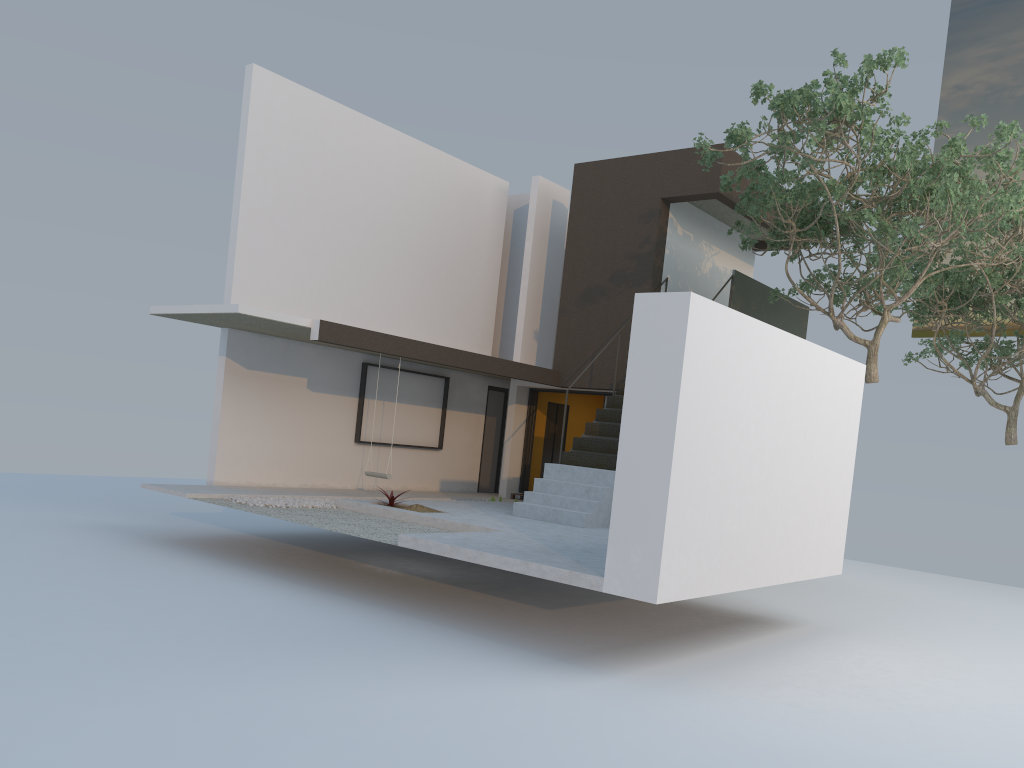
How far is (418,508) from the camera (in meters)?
11.03

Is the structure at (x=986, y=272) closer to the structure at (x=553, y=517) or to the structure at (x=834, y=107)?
the structure at (x=834, y=107)

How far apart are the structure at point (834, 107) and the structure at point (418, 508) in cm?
548

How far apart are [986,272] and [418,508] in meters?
11.0 m

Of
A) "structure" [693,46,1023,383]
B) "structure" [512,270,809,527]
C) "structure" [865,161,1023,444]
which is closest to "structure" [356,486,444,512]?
"structure" [512,270,809,527]

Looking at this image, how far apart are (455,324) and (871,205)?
7.4 meters

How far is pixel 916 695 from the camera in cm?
718

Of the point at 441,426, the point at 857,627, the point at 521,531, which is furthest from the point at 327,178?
the point at 857,627

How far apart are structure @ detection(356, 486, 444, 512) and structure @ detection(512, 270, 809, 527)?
1.3 meters

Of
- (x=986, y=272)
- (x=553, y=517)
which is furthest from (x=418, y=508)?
(x=986, y=272)
